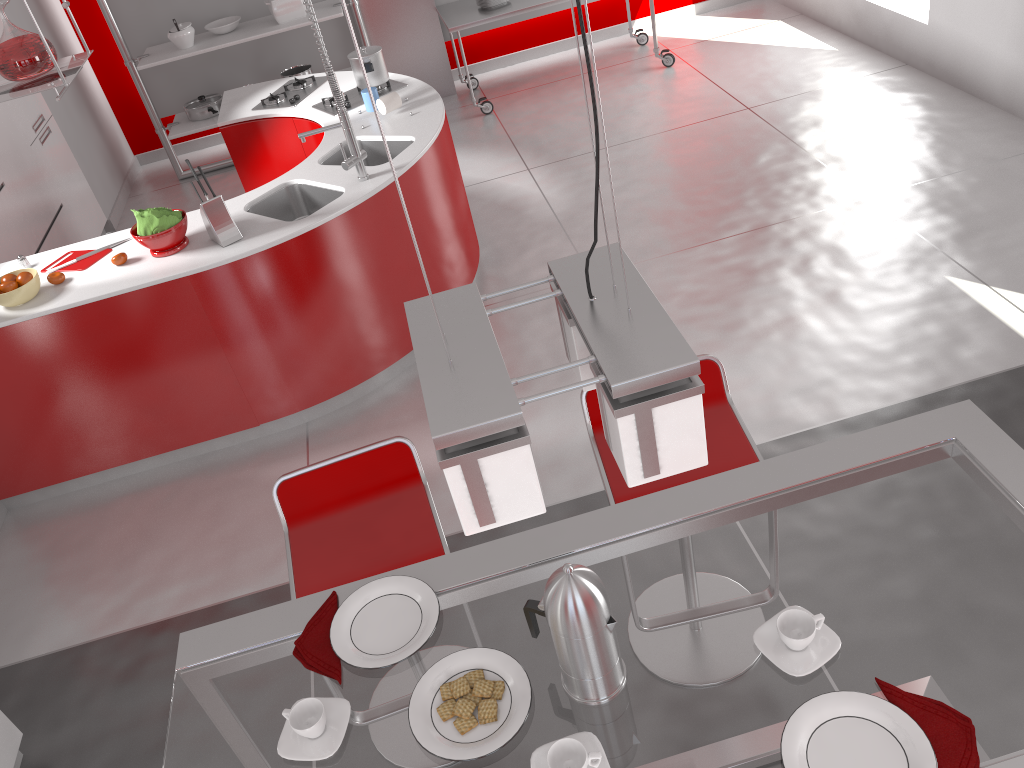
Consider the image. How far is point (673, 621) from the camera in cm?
157

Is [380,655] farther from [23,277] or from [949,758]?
[23,277]

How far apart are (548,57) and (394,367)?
4.4 meters

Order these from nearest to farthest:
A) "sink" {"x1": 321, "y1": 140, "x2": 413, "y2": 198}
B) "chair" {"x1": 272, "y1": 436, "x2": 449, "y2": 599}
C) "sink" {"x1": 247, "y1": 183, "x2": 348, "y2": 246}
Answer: "chair" {"x1": 272, "y1": 436, "x2": 449, "y2": 599}, "sink" {"x1": 247, "y1": 183, "x2": 348, "y2": 246}, "sink" {"x1": 321, "y1": 140, "x2": 413, "y2": 198}

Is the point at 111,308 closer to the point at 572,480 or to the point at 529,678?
the point at 572,480

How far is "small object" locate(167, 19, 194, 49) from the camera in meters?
6.2

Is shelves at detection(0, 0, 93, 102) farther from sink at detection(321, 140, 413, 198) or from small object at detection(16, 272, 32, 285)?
sink at detection(321, 140, 413, 198)

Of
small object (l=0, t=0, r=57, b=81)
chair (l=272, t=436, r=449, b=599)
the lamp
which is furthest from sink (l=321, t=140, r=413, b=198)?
the lamp

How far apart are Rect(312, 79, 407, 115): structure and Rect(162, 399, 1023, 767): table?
3.4m

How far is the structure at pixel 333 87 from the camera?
3.57m
